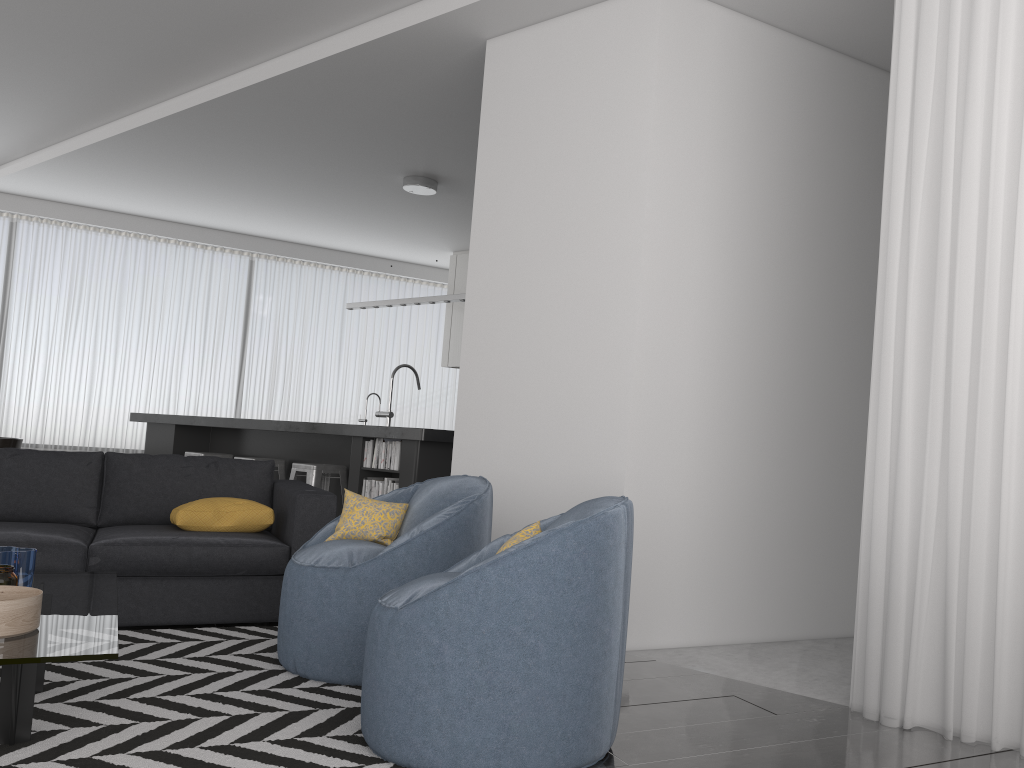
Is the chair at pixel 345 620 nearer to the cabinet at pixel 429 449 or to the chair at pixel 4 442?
the cabinet at pixel 429 449

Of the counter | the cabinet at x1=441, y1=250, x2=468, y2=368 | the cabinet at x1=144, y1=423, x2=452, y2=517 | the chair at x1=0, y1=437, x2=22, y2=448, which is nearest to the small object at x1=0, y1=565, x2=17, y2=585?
the counter

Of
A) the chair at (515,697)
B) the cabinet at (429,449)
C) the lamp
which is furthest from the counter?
the chair at (515,697)

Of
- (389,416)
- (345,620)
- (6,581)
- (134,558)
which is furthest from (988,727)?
(389,416)

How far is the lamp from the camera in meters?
7.1 m

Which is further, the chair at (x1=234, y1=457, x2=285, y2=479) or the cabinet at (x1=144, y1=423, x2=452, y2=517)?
the chair at (x1=234, y1=457, x2=285, y2=479)

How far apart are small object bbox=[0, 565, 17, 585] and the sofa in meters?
1.2 m

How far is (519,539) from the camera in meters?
2.5 m

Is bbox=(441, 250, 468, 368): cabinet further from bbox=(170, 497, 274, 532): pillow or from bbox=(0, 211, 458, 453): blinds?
bbox=(170, 497, 274, 532): pillow

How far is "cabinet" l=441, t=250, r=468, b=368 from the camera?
9.8 meters
